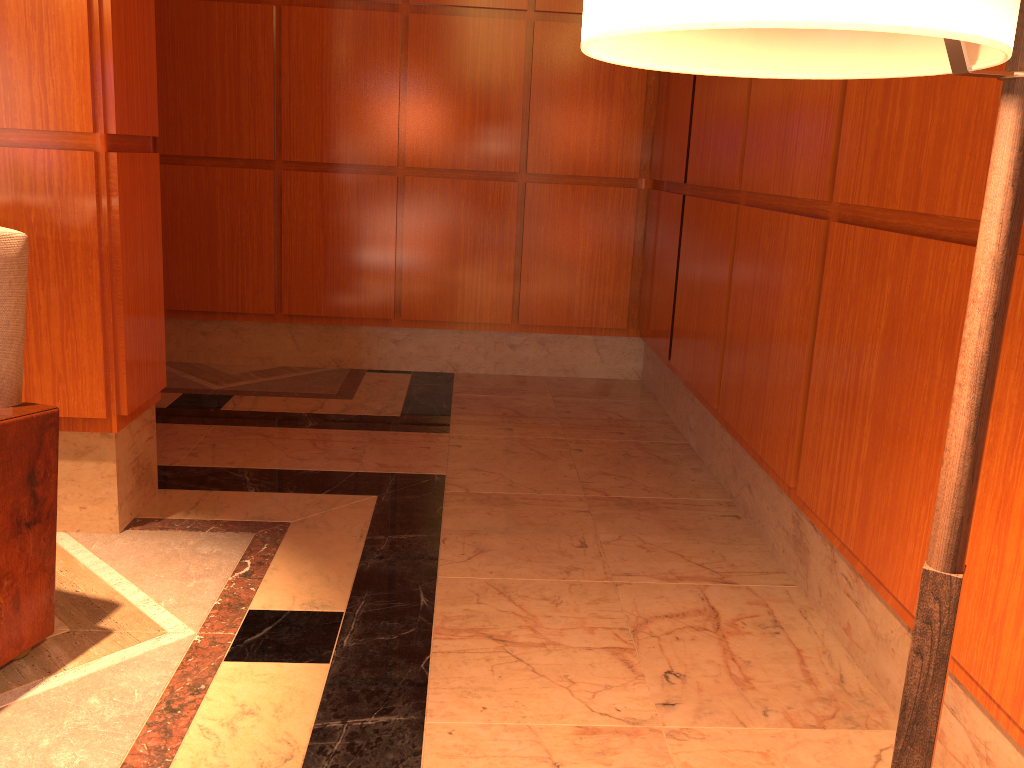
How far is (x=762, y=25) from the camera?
0.5m

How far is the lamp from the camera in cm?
51

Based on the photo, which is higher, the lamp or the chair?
the lamp

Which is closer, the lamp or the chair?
the lamp

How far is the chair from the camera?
1.88m

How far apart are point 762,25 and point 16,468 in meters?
1.9 m

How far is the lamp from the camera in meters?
0.5 m

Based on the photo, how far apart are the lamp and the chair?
1.6m

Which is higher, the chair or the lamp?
the lamp

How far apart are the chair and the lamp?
1.6m
